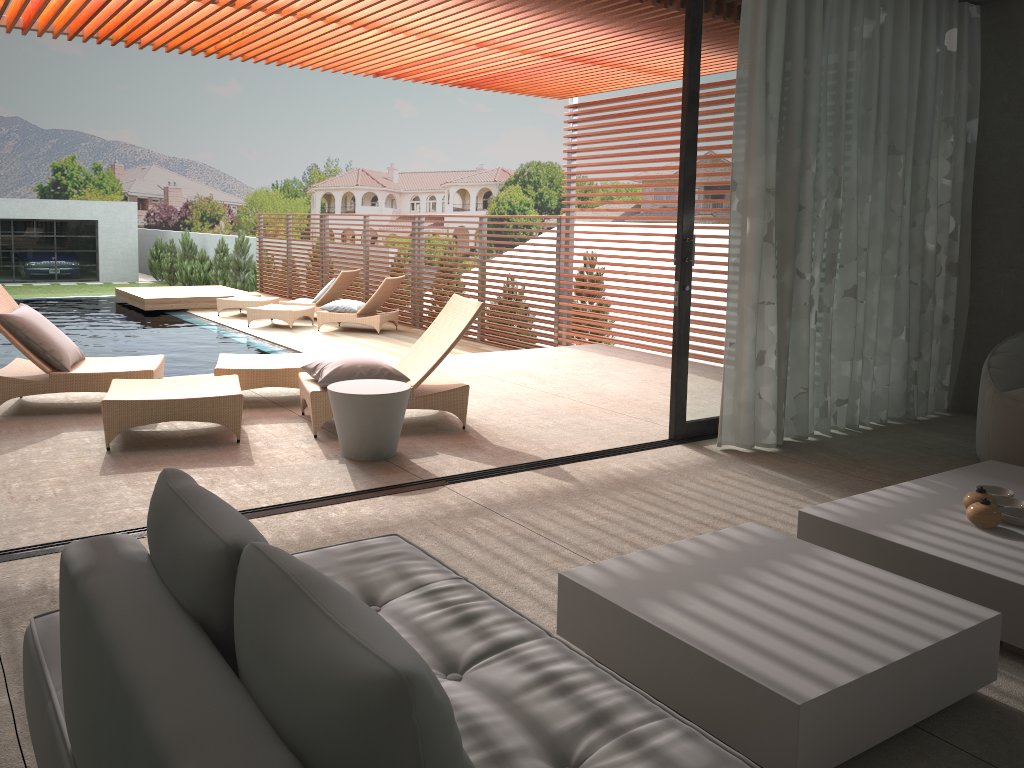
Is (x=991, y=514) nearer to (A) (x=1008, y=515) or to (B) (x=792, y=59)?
(A) (x=1008, y=515)

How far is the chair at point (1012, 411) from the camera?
4.8 meters

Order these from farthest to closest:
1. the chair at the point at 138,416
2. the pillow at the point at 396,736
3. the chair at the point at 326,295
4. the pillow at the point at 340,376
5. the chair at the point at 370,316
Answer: the chair at the point at 326,295
the chair at the point at 370,316
the pillow at the point at 340,376
the chair at the point at 138,416
the pillow at the point at 396,736

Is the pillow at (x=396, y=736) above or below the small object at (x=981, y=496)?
above

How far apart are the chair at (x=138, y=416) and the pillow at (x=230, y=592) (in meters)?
3.78

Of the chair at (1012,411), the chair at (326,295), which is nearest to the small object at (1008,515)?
the chair at (1012,411)

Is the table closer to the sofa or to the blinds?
the blinds

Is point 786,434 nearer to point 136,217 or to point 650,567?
point 650,567

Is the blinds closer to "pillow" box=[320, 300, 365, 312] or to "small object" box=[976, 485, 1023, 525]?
"small object" box=[976, 485, 1023, 525]

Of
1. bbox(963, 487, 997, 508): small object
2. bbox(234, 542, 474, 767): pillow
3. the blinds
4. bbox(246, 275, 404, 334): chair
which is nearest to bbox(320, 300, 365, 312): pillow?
bbox(246, 275, 404, 334): chair
